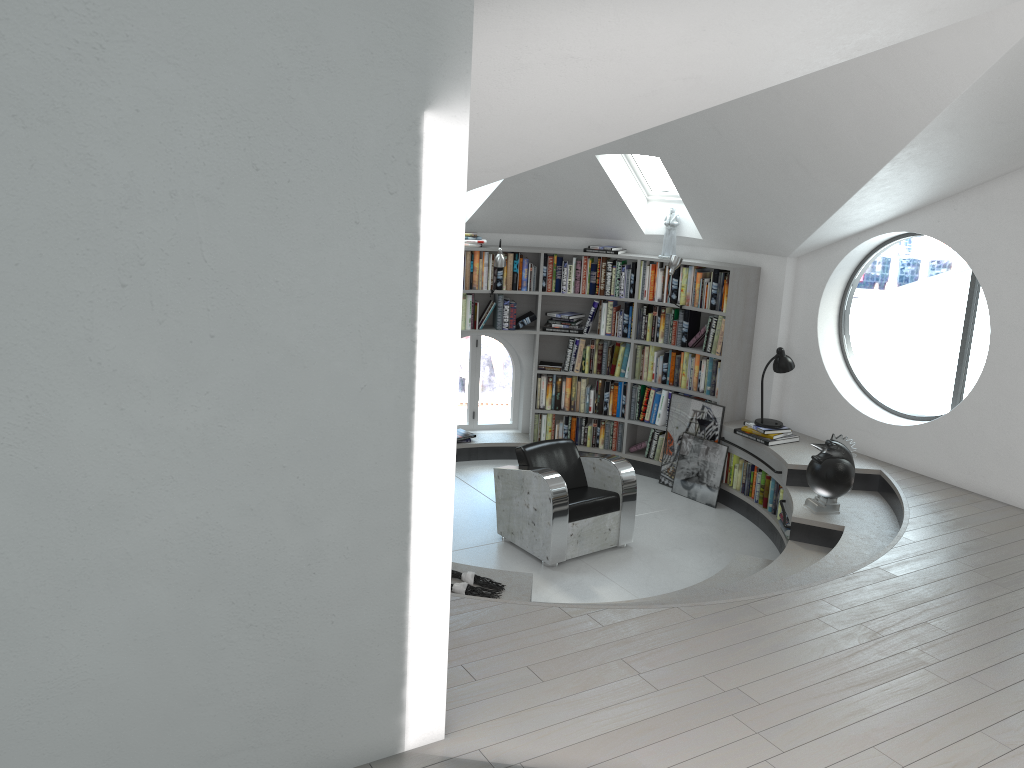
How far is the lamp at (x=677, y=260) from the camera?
7.6 meters

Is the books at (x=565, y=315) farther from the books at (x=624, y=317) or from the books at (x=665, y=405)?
the books at (x=665, y=405)

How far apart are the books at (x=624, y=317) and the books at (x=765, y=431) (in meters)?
1.53

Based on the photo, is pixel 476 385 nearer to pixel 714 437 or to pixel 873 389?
pixel 714 437

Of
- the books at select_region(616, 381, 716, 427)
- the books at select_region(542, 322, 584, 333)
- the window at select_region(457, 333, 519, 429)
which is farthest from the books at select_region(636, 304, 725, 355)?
the window at select_region(457, 333, 519, 429)

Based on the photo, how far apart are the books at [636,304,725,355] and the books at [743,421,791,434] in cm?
71

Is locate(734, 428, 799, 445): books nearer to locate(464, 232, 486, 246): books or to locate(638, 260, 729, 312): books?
locate(638, 260, 729, 312): books

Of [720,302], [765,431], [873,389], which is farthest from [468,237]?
[873,389]

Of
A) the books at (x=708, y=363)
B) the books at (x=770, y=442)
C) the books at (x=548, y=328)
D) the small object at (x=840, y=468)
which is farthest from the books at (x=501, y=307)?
the small object at (x=840, y=468)

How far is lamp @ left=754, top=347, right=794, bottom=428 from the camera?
7.2 meters
